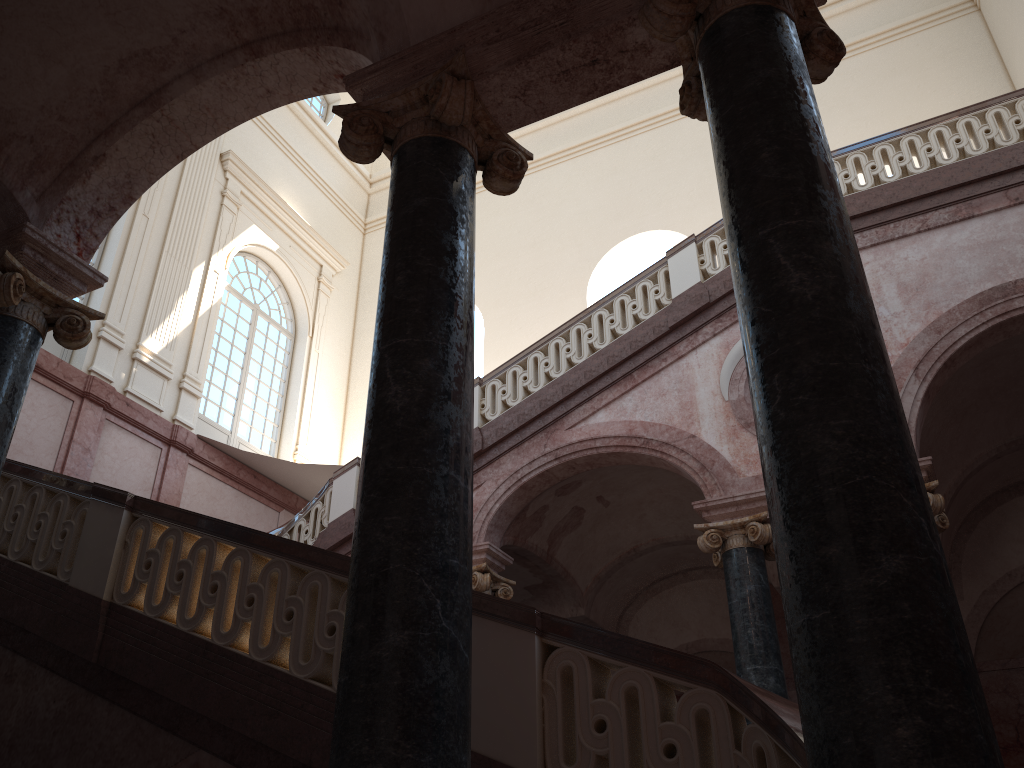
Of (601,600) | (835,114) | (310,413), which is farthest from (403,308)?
(835,114)
